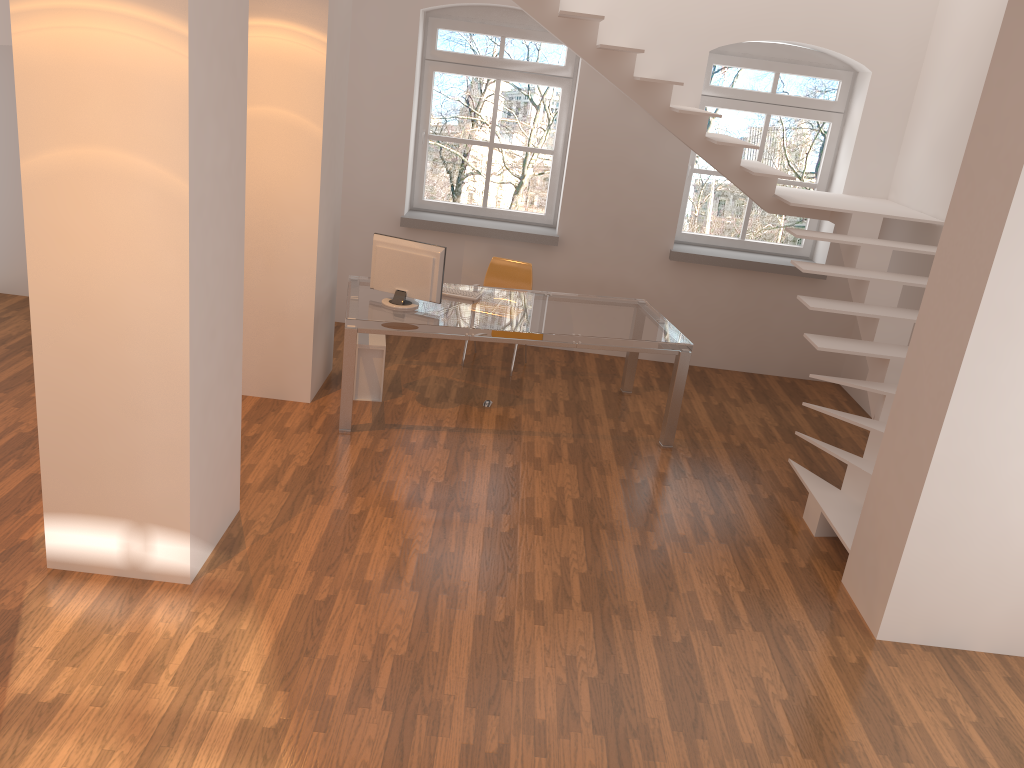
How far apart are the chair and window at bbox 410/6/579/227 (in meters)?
0.78

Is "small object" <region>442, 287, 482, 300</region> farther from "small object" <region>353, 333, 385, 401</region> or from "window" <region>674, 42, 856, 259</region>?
"window" <region>674, 42, 856, 259</region>

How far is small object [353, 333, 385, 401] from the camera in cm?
606

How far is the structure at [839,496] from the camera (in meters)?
5.18

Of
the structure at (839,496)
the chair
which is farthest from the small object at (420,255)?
the structure at (839,496)

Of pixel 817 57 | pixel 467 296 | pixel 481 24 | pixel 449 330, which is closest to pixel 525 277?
pixel 467 296

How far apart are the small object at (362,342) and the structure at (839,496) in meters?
2.5 m

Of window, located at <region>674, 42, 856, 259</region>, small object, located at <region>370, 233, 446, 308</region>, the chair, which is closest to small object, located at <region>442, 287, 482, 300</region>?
small object, located at <region>370, 233, 446, 308</region>

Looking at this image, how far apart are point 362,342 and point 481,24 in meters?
3.0 m

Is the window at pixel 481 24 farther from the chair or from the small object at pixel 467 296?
the small object at pixel 467 296
